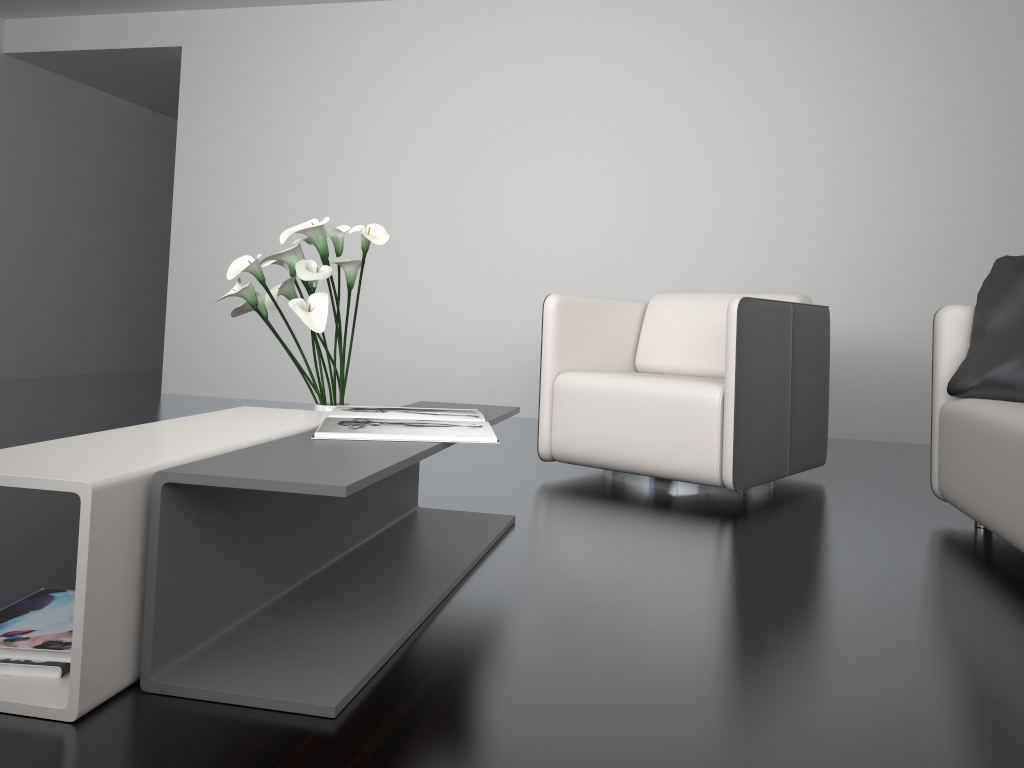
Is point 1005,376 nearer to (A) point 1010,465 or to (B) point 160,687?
(A) point 1010,465

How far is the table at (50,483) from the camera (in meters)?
1.20

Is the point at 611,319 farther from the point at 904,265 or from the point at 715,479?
the point at 904,265

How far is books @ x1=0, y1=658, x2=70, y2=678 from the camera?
1.3m

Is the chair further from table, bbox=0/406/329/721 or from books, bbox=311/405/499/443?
table, bbox=0/406/329/721

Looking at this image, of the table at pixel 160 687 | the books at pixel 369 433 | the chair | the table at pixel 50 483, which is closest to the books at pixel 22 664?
the table at pixel 50 483

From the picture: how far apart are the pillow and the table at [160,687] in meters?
1.3

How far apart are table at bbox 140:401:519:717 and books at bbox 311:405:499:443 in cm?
2

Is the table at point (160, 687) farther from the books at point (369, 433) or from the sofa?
the sofa

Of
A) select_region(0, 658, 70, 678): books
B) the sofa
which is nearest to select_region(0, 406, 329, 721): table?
select_region(0, 658, 70, 678): books
